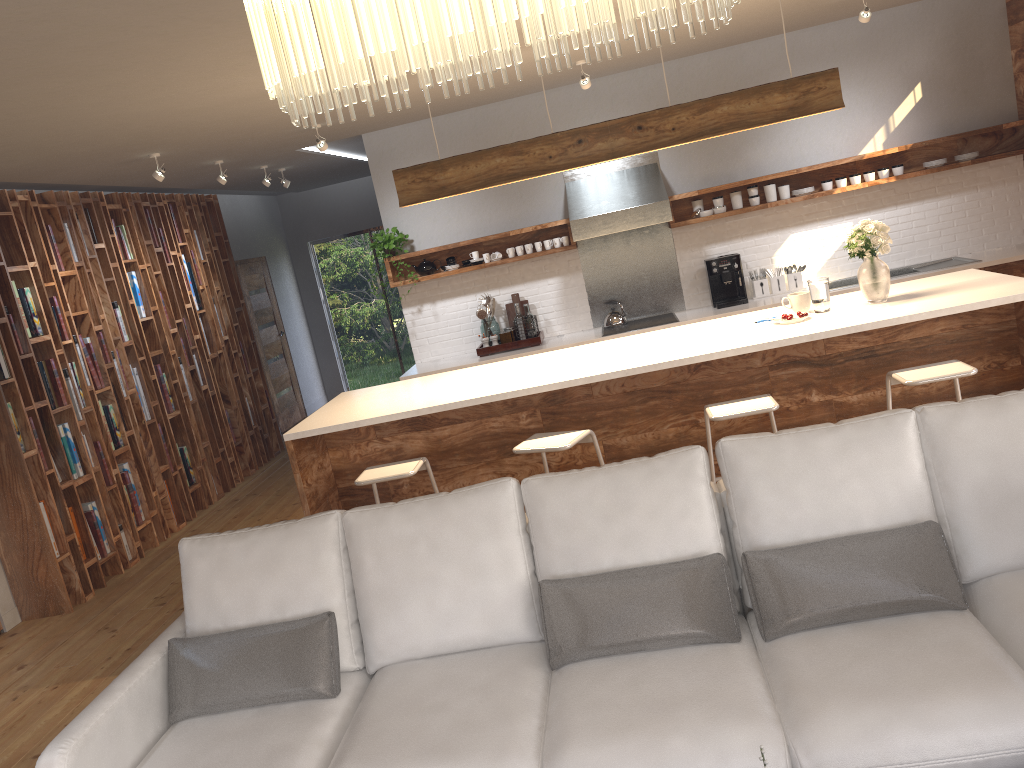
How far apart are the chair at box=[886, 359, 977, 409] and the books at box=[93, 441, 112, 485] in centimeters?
517cm

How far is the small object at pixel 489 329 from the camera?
7.5 meters

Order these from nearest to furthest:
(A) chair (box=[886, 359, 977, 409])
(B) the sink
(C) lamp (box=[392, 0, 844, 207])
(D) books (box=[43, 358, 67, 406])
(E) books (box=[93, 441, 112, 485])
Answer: (A) chair (box=[886, 359, 977, 409]) < (C) lamp (box=[392, 0, 844, 207]) < (D) books (box=[43, 358, 67, 406]) < (E) books (box=[93, 441, 112, 485]) < (B) the sink

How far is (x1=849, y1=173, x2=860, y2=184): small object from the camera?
7.00m

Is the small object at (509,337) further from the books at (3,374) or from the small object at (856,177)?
the books at (3,374)

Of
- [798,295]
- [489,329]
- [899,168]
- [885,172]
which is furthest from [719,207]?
[798,295]

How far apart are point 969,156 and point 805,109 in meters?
3.0

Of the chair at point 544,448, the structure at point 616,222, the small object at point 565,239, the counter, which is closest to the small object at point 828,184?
the counter

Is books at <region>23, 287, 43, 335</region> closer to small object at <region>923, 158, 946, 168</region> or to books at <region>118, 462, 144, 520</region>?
books at <region>118, 462, 144, 520</region>

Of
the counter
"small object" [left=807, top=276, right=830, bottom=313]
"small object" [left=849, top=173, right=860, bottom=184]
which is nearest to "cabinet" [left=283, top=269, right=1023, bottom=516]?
"small object" [left=807, top=276, right=830, bottom=313]
